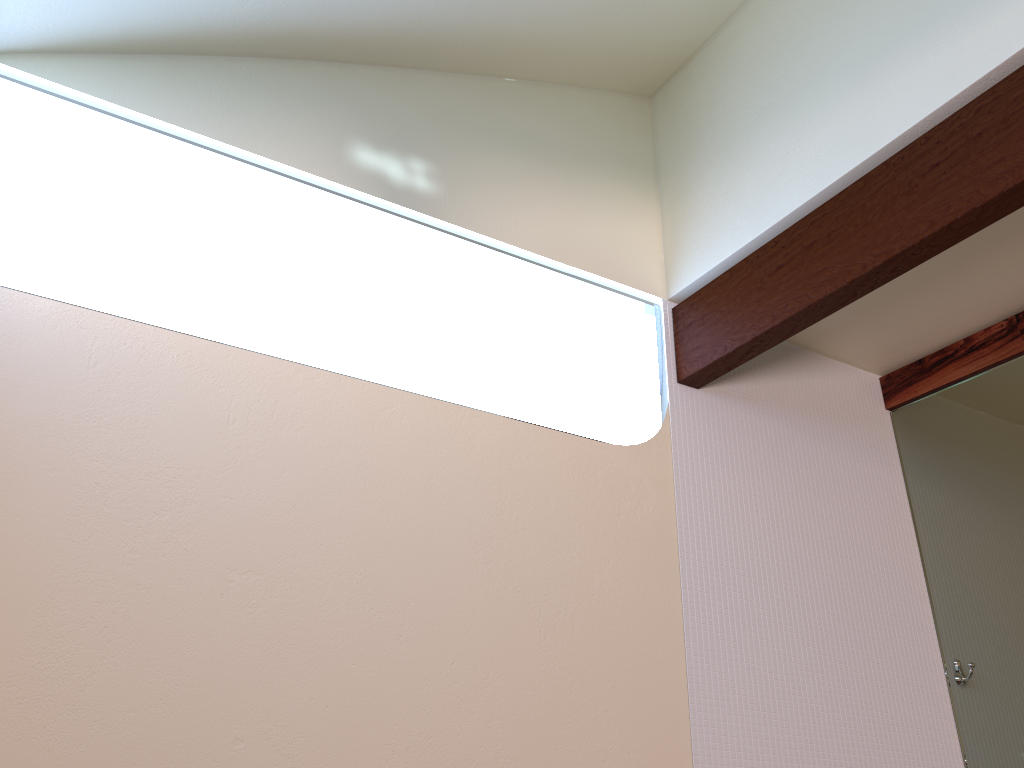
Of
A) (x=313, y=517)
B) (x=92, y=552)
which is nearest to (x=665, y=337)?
(x=313, y=517)

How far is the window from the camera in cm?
223

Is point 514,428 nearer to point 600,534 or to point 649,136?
point 600,534

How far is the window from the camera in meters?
2.2 m

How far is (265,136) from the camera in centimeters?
246cm

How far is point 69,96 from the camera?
2.23m
